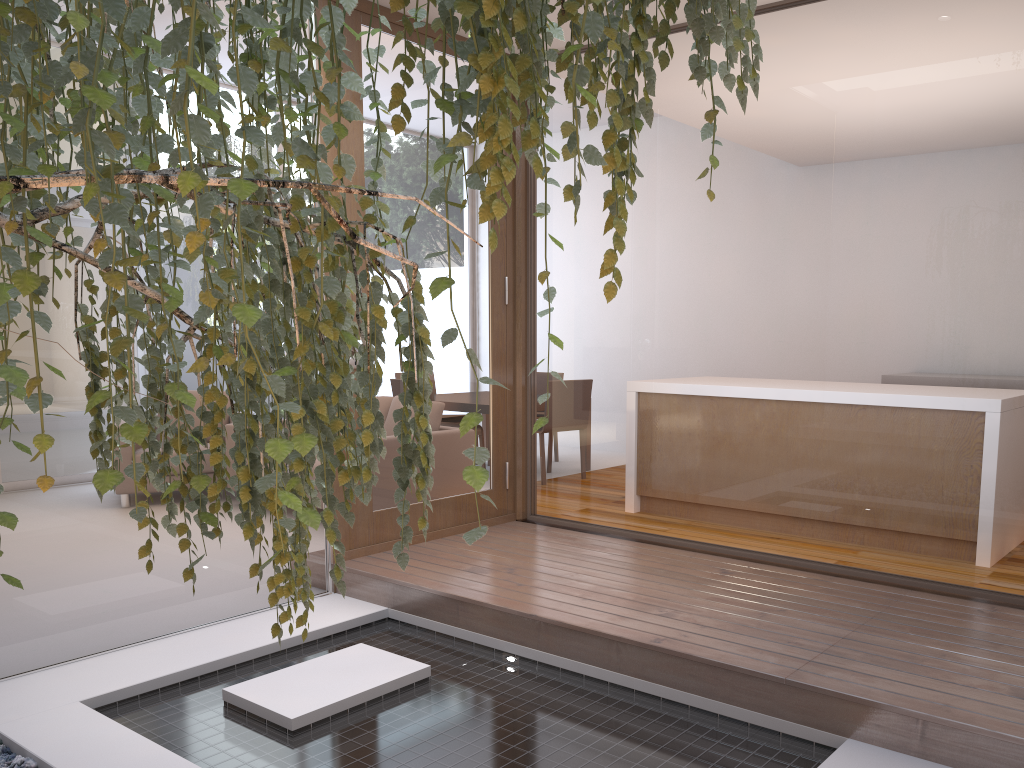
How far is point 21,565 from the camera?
3.2 meters

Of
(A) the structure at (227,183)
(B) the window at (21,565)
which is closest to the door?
(B) the window at (21,565)

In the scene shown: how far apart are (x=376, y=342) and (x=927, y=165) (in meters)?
2.66

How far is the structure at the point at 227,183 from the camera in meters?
0.7 m

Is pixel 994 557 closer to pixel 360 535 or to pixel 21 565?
pixel 360 535

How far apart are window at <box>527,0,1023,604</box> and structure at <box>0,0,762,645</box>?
2.22m

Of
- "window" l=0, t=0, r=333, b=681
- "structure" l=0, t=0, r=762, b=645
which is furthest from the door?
"structure" l=0, t=0, r=762, b=645

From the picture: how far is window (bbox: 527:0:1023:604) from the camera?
3.04m

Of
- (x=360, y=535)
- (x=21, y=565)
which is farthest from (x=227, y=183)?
(x=360, y=535)

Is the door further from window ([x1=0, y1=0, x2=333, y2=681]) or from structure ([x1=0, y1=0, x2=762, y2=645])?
structure ([x1=0, y1=0, x2=762, y2=645])
